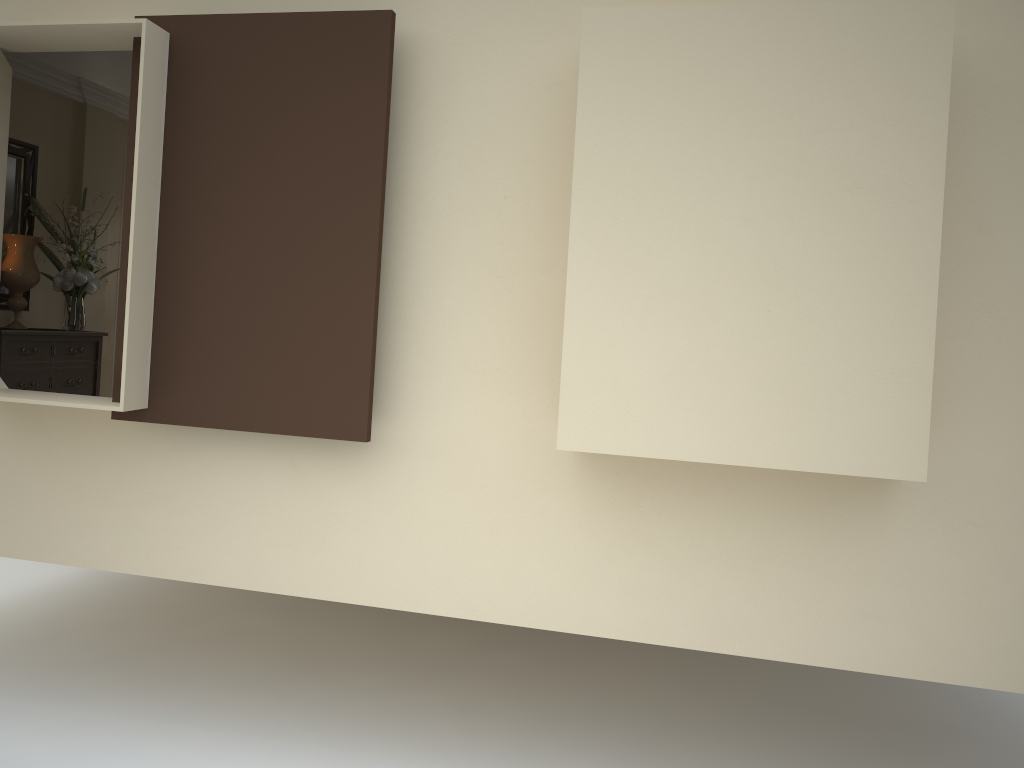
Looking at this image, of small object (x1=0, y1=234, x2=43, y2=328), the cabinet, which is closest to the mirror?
small object (x1=0, y1=234, x2=43, y2=328)

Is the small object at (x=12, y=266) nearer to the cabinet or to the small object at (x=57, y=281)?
the small object at (x=57, y=281)

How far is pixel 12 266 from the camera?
4.9m

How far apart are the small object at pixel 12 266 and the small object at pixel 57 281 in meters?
0.1

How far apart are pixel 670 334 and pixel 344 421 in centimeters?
116cm

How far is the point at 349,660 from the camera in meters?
4.6 m

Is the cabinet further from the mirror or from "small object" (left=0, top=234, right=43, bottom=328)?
the mirror

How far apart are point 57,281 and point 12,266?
0.3m

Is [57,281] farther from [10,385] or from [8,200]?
[10,385]

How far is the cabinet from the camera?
4.7m
